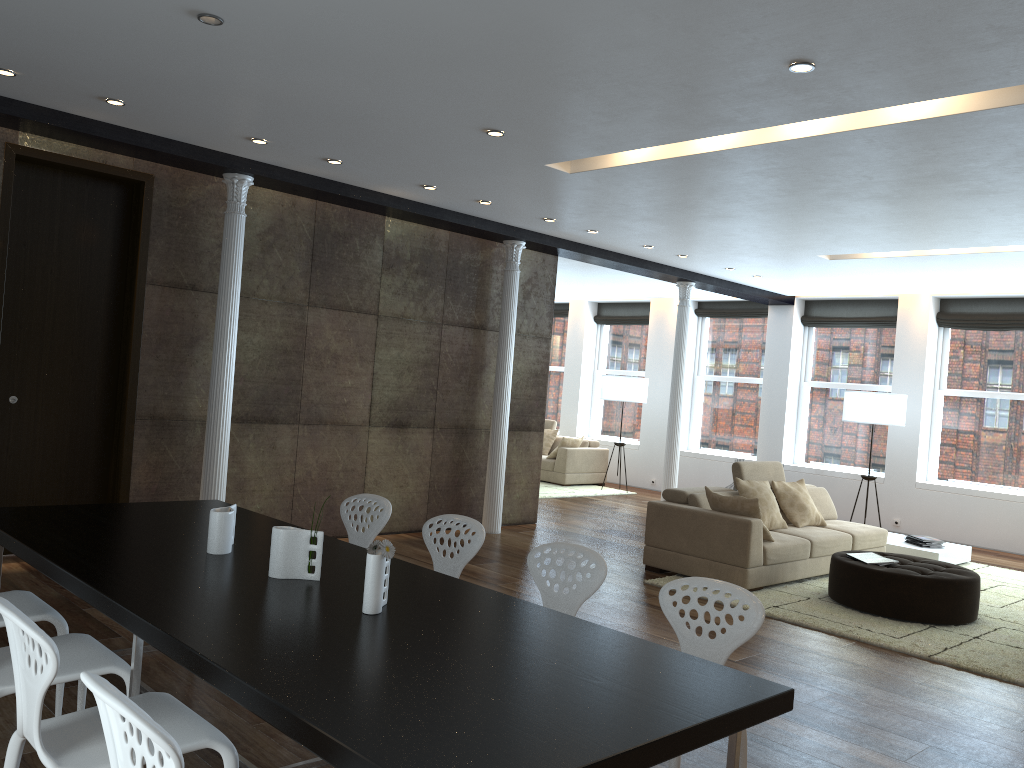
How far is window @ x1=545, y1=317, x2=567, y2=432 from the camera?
15.92m

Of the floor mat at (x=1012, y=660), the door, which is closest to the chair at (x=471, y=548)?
the floor mat at (x=1012, y=660)

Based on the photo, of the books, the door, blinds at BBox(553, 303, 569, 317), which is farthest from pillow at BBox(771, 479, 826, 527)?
blinds at BBox(553, 303, 569, 317)

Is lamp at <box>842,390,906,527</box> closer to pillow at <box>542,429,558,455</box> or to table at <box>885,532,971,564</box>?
table at <box>885,532,971,564</box>

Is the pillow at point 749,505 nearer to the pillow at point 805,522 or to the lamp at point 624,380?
the pillow at point 805,522

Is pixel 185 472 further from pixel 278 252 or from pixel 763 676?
pixel 763 676

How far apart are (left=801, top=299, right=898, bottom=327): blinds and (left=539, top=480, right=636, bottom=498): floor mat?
3.7m

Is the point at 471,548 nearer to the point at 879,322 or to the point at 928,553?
the point at 928,553

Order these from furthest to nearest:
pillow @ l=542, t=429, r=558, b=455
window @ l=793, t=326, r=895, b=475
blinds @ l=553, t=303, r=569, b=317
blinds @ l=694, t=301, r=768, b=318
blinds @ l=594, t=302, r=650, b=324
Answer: blinds @ l=553, t=303, r=569, b=317 → blinds @ l=594, t=302, r=650, b=324 → pillow @ l=542, t=429, r=558, b=455 → blinds @ l=694, t=301, r=768, b=318 → window @ l=793, t=326, r=895, b=475

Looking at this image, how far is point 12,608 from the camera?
2.2m
